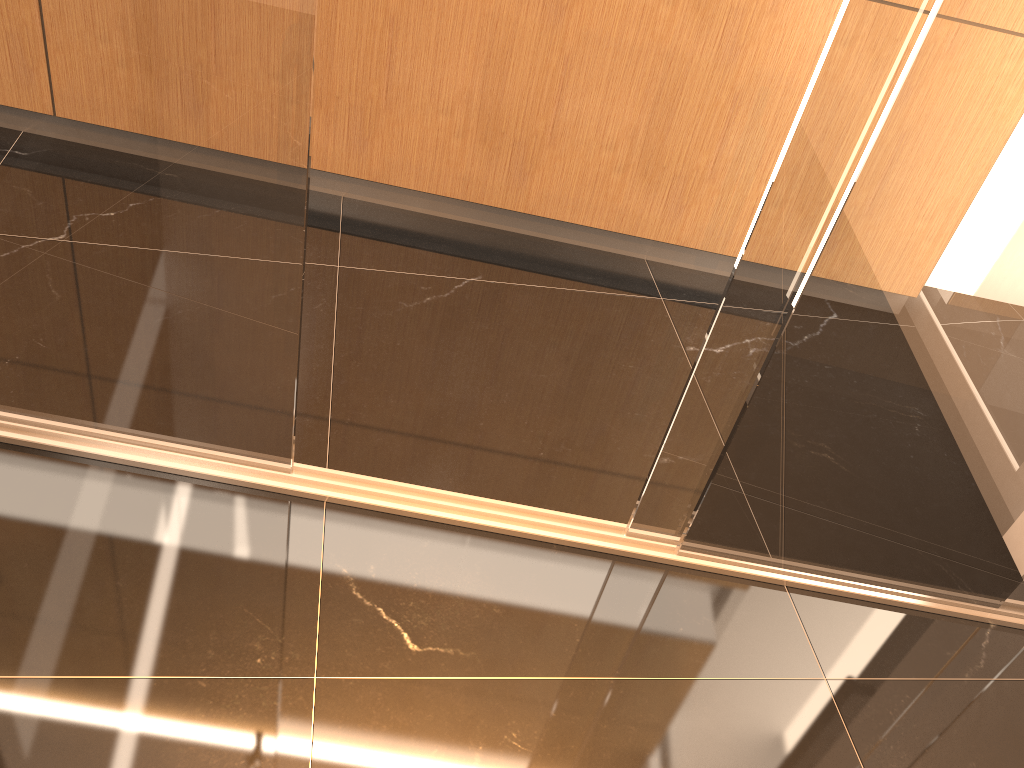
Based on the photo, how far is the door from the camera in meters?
1.3

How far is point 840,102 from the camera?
1.3m

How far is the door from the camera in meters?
1.3
